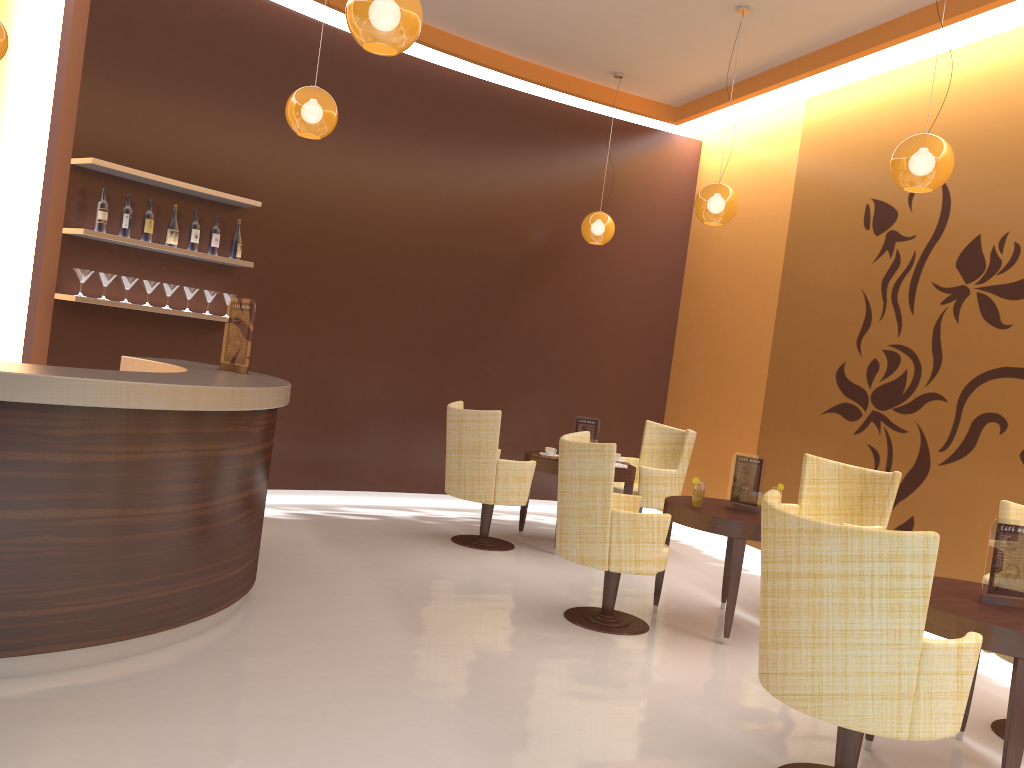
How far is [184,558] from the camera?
3.7 meters

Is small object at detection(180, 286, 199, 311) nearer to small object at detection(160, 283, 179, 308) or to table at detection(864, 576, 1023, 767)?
small object at detection(160, 283, 179, 308)

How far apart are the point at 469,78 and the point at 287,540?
4.3m

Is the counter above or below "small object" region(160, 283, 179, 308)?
below

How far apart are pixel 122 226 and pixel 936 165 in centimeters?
488cm

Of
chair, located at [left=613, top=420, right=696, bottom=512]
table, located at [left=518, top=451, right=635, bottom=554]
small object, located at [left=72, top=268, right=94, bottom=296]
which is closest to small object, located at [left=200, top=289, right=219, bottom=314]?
small object, located at [left=72, top=268, right=94, bottom=296]

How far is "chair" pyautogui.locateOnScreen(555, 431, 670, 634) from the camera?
4.58m

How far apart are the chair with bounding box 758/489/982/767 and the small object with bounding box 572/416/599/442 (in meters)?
3.69

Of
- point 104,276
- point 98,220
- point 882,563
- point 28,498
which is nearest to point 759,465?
point 882,563

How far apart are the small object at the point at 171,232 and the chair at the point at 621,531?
3.1 meters
